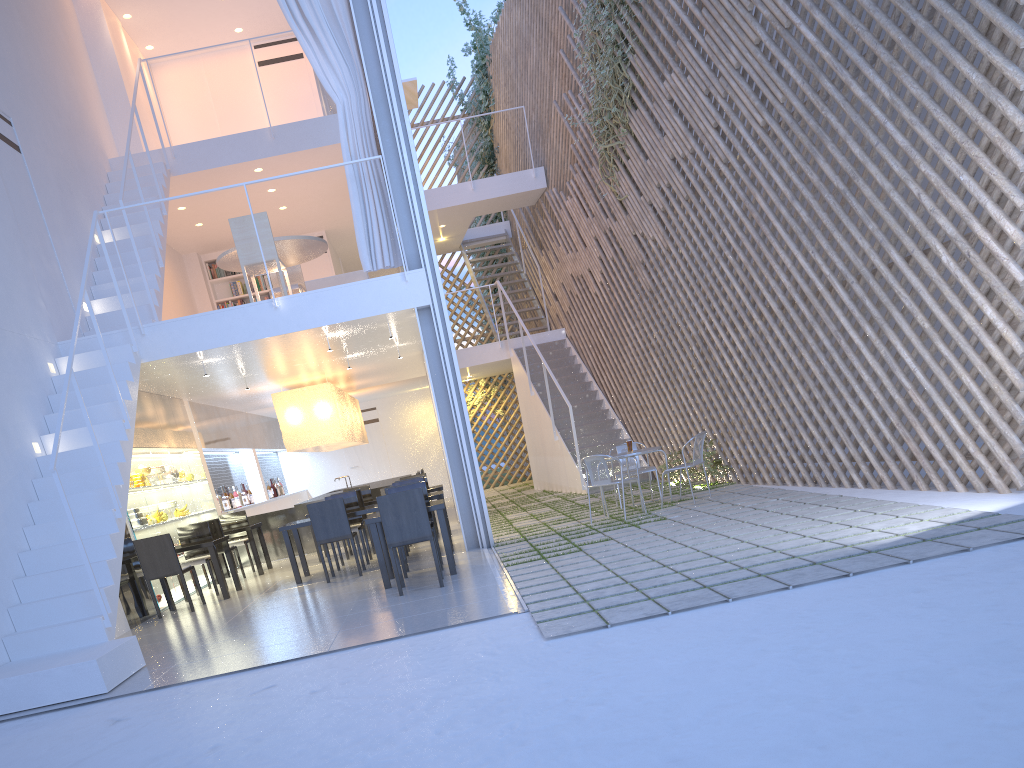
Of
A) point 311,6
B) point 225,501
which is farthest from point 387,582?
point 225,501

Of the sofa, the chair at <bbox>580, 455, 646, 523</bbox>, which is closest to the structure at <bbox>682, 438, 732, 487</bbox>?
the chair at <bbox>580, 455, 646, 523</bbox>

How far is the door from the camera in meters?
10.0

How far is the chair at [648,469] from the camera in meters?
5.1

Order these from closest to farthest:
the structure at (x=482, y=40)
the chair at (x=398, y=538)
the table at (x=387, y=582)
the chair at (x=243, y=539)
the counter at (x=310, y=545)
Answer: the chair at (x=398, y=538) → the table at (x=387, y=582) → the chair at (x=243, y=539) → the counter at (x=310, y=545) → the structure at (x=482, y=40)

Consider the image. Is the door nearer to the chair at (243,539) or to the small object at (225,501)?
the small object at (225,501)

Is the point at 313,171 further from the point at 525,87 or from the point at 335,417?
the point at 525,87

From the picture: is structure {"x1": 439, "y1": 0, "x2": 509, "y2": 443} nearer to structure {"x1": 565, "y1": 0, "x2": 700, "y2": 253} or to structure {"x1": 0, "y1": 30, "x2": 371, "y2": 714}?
structure {"x1": 565, "y1": 0, "x2": 700, "y2": 253}

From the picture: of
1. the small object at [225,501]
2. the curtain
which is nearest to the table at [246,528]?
the small object at [225,501]

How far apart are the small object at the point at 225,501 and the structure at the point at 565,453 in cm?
277
